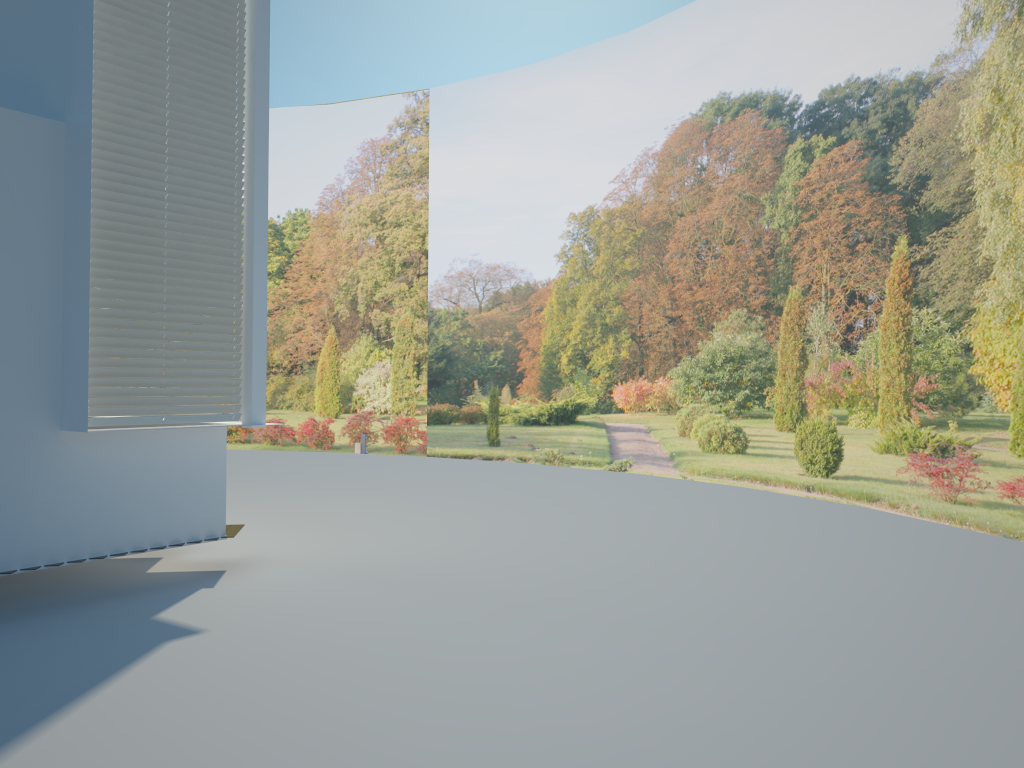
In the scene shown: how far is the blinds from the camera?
5.4m

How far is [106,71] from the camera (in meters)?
5.41

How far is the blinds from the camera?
5.4m
